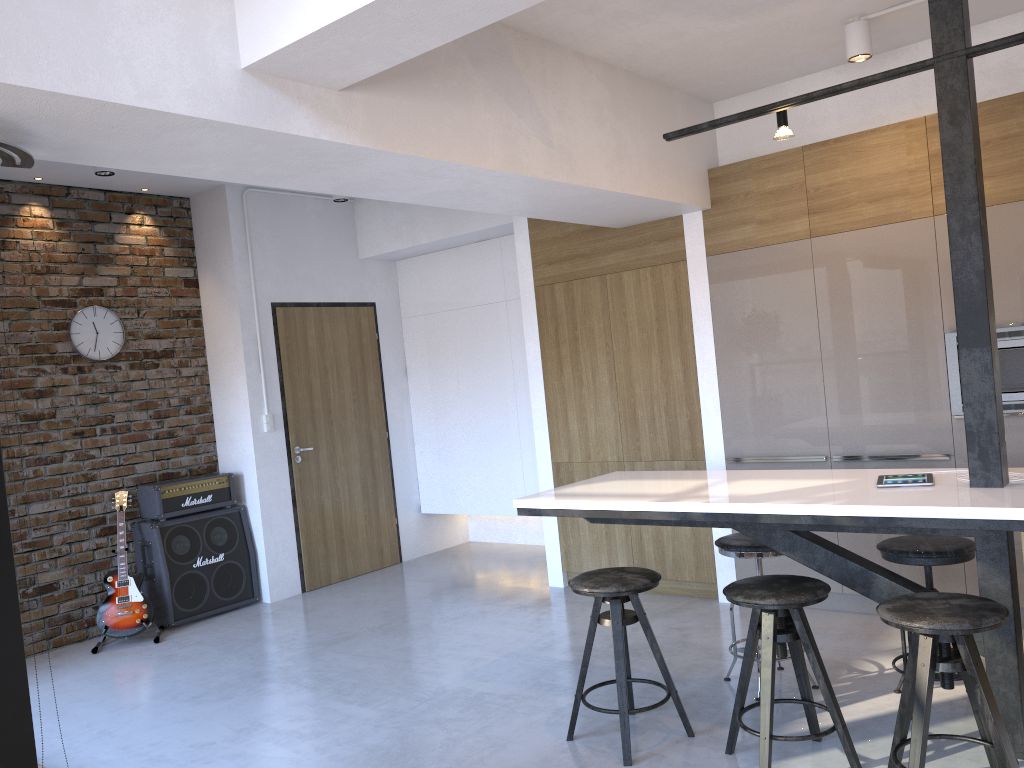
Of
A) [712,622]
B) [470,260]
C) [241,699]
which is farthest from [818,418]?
[241,699]

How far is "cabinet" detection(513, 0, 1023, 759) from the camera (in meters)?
2.92

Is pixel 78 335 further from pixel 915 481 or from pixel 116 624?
pixel 915 481

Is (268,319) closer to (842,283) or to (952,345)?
(842,283)

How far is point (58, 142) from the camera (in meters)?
2.63

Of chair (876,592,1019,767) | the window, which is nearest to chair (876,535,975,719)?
chair (876,592,1019,767)

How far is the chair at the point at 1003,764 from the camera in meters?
2.5 m

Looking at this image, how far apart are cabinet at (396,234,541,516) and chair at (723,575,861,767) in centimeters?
356cm

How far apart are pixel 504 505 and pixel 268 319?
2.2 meters

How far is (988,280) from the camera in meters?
2.9
